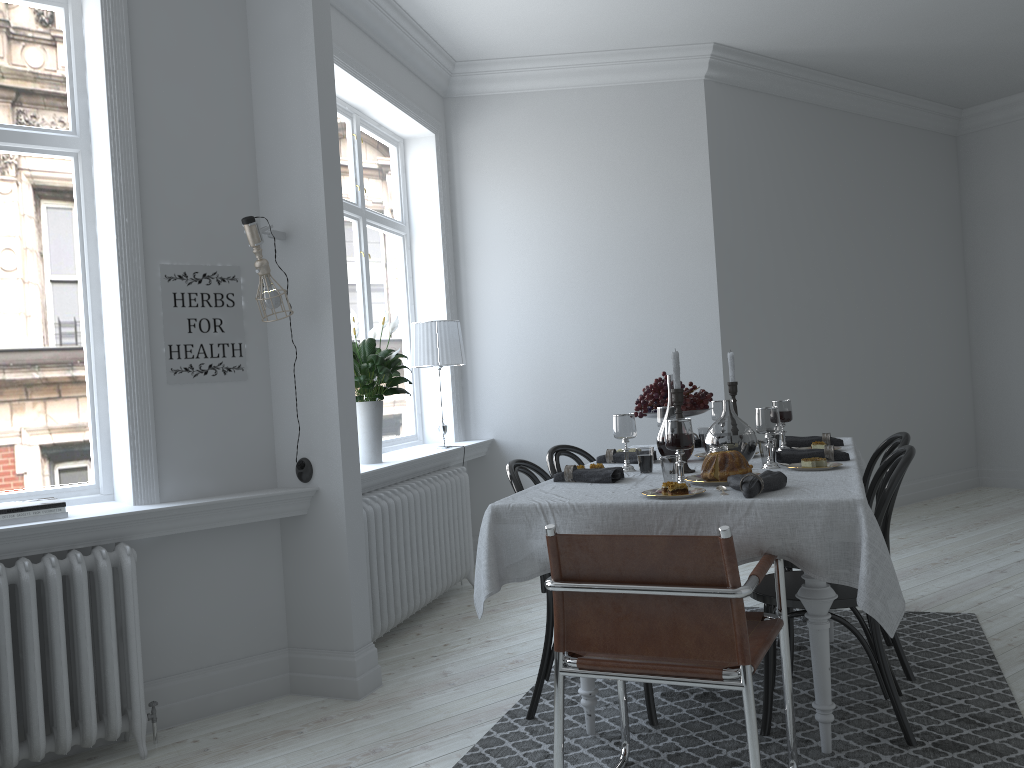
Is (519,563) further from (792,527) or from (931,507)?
(931,507)

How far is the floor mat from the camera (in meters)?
2.70

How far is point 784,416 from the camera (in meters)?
3.63

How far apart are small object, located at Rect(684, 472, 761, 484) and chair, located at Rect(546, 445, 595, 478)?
0.99m

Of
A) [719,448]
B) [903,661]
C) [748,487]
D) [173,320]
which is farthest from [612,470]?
[173,320]

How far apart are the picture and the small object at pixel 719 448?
1.9m

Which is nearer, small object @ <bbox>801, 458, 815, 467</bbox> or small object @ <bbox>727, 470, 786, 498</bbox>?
small object @ <bbox>727, 470, 786, 498</bbox>

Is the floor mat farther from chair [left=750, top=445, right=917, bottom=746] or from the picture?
the picture

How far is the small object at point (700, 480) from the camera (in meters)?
2.86

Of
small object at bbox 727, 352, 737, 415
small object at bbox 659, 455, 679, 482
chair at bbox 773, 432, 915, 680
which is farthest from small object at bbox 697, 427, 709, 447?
small object at bbox 659, 455, 679, 482
